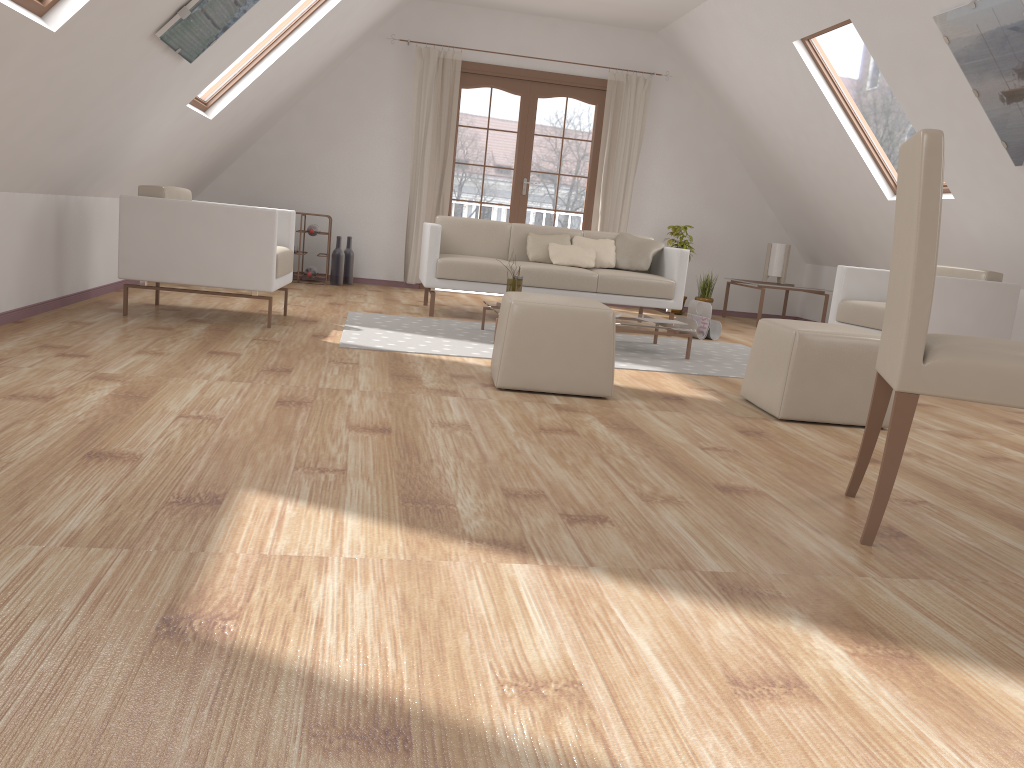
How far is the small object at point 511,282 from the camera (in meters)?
→ 5.37

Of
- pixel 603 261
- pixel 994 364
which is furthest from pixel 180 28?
pixel 603 261

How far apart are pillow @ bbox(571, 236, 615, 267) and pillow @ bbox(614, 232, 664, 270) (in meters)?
0.05

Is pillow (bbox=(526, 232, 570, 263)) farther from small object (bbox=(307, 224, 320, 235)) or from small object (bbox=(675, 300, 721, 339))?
small object (bbox=(307, 224, 320, 235))

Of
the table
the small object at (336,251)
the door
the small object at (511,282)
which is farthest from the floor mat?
the door

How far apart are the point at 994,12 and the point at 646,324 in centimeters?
237cm

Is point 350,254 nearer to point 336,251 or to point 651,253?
point 336,251

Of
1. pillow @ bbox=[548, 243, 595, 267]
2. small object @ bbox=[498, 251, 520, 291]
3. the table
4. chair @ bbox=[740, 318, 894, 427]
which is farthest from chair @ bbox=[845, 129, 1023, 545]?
pillow @ bbox=[548, 243, 595, 267]

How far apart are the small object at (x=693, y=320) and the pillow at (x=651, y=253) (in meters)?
0.48

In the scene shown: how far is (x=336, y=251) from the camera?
7.86m
